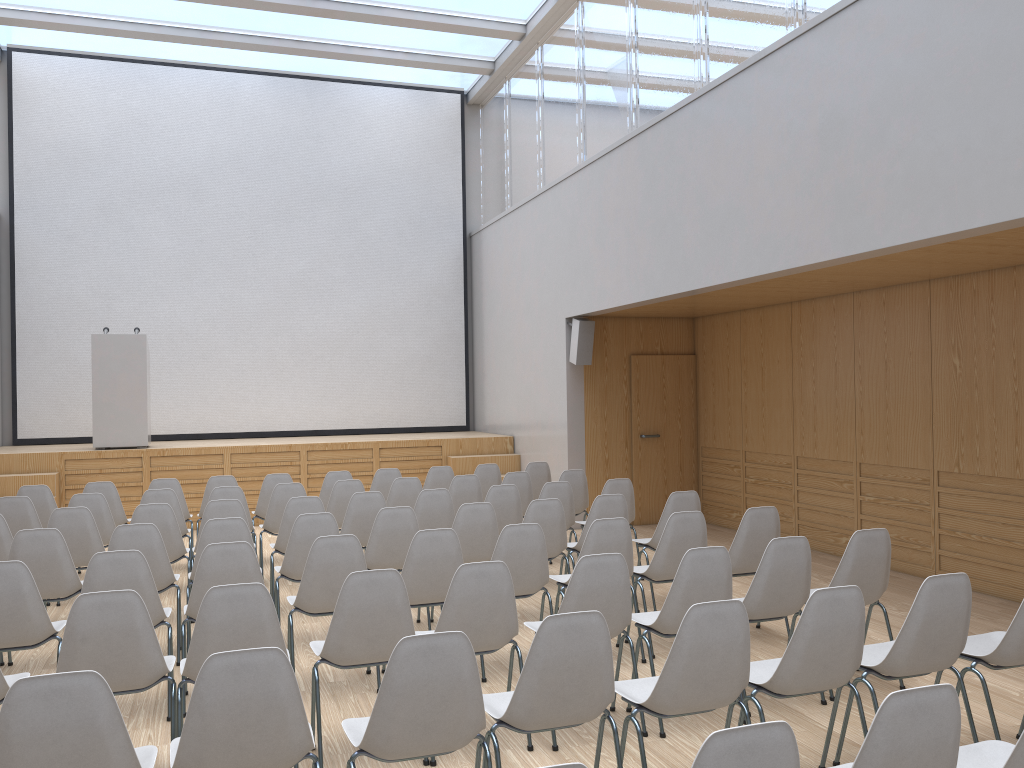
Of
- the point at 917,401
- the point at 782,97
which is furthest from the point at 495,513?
the point at 782,97

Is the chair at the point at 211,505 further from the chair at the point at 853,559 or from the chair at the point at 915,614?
the chair at the point at 915,614

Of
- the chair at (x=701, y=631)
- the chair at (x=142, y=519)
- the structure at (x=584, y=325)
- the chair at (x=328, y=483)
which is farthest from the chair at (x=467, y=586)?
the structure at (x=584, y=325)

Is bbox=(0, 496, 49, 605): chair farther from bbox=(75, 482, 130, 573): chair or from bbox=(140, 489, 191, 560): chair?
bbox=(75, 482, 130, 573): chair

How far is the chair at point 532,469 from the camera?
9.30m

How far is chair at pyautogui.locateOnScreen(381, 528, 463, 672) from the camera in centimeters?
483cm

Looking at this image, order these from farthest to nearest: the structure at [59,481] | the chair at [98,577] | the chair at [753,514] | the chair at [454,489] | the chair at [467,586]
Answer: the structure at [59,481] → the chair at [454,489] → the chair at [753,514] → the chair at [98,577] → the chair at [467,586]

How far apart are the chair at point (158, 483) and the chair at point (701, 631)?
5.8m

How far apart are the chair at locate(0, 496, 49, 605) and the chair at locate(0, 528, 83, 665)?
1.9 meters

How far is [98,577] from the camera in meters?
4.3
